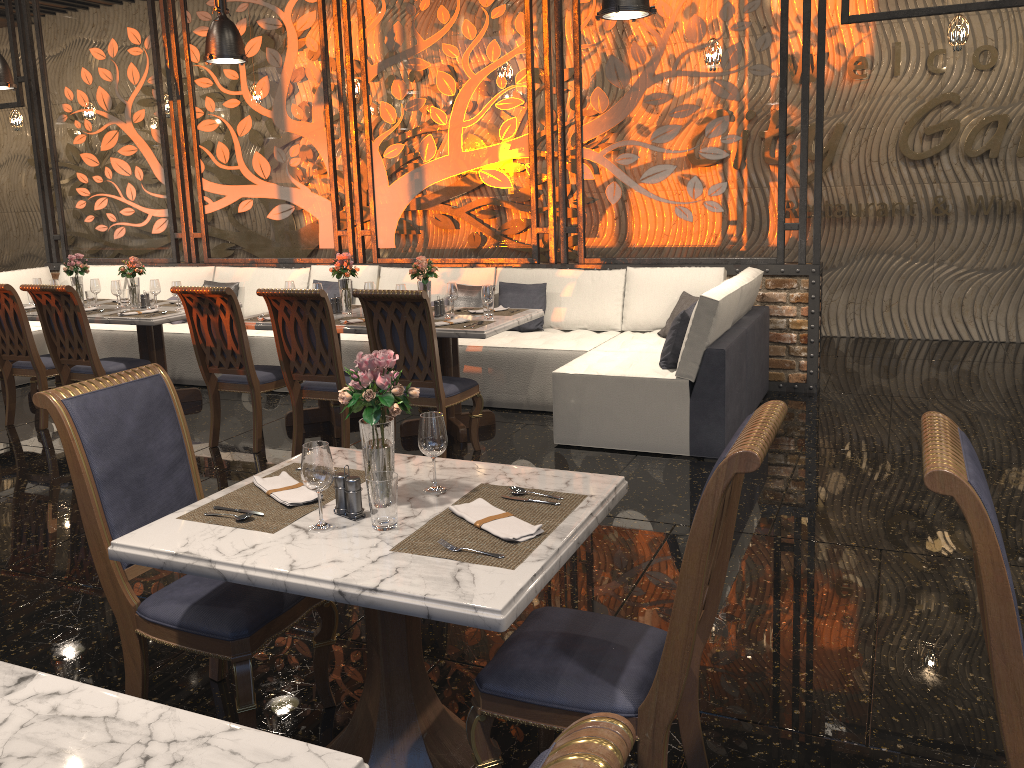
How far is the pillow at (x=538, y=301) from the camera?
6.8 meters

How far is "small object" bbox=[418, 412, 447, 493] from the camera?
2.39m

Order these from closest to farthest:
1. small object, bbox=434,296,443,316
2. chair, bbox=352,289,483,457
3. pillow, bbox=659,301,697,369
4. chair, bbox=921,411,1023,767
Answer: chair, bbox=921,411,1023,767 < chair, bbox=352,289,483,457 < pillow, bbox=659,301,697,369 < small object, bbox=434,296,443,316

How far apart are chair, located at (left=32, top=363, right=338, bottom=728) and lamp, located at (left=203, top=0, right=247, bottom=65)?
4.24m

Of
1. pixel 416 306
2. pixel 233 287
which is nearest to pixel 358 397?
pixel 416 306

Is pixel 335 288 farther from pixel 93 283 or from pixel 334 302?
pixel 93 283

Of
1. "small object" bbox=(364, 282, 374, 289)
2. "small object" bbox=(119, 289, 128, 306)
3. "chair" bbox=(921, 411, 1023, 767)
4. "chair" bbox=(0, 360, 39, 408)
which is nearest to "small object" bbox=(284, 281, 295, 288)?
"small object" bbox=(364, 282, 374, 289)

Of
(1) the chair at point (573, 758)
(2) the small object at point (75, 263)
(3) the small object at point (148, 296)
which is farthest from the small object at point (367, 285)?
(1) the chair at point (573, 758)

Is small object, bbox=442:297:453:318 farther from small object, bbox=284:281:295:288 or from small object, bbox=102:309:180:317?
small object, bbox=102:309:180:317

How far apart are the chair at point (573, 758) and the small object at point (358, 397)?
1.4 meters
